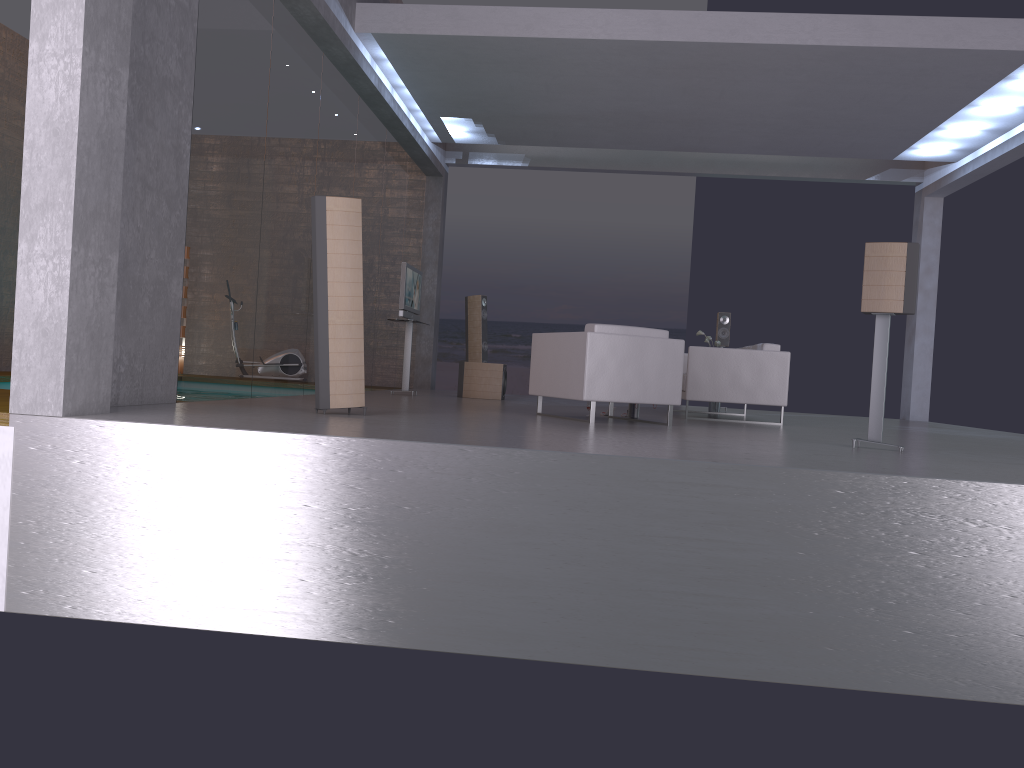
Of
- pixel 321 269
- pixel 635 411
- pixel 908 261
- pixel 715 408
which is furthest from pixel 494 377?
pixel 908 261

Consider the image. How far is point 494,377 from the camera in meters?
11.2 m

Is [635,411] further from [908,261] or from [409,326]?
[409,326]

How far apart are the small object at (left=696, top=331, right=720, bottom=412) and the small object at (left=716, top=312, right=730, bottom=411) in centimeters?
130cm

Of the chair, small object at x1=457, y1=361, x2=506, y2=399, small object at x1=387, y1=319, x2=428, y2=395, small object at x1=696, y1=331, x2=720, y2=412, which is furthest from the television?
small object at x1=696, y1=331, x2=720, y2=412

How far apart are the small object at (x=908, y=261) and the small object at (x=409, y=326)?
6.17m

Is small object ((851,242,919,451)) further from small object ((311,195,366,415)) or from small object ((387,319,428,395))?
small object ((387,319,428,395))

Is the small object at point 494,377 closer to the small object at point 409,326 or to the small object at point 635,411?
the small object at point 409,326

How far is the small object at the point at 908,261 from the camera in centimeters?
577cm

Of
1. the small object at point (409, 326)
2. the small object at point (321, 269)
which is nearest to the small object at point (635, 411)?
the small object at point (321, 269)
